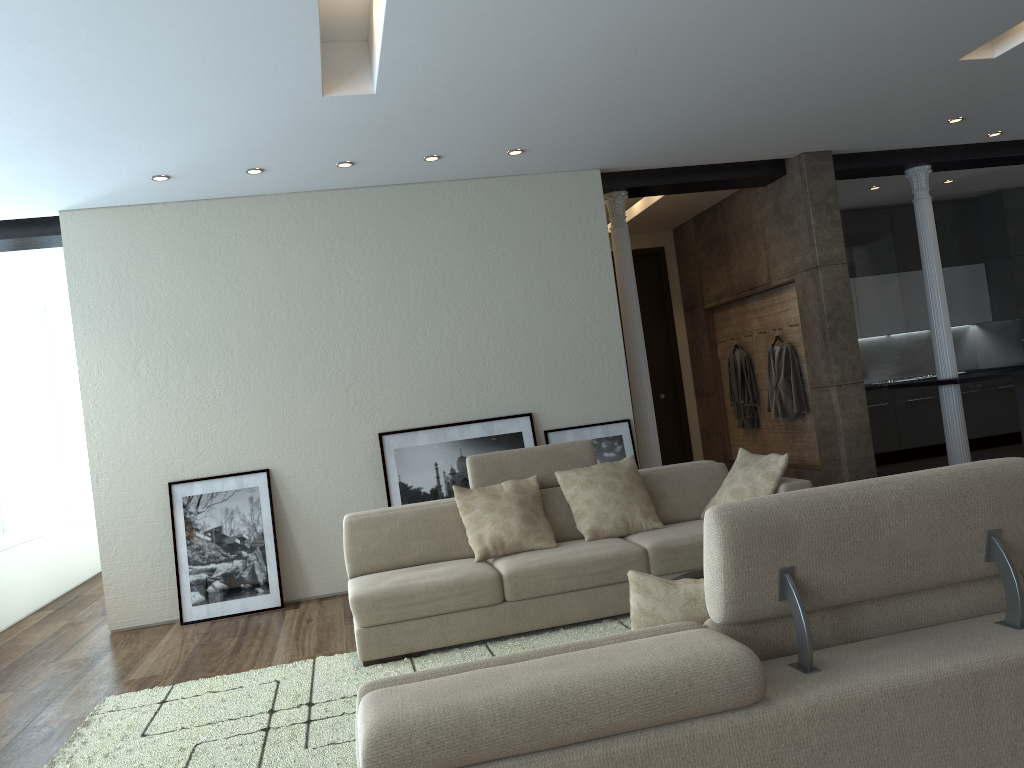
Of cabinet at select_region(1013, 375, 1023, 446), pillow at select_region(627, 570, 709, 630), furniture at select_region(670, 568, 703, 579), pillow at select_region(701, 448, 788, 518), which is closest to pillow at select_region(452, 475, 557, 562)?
pillow at select_region(701, 448, 788, 518)

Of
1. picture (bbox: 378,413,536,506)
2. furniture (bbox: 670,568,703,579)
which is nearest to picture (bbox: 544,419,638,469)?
picture (bbox: 378,413,536,506)

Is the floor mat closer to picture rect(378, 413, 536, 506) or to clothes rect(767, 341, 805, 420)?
picture rect(378, 413, 536, 506)

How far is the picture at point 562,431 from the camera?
6.89m

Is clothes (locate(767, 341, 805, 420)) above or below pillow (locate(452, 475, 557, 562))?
above

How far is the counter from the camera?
7.63m

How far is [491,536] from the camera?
4.9m

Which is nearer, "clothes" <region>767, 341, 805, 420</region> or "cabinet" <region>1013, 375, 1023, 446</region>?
"clothes" <region>767, 341, 805, 420</region>

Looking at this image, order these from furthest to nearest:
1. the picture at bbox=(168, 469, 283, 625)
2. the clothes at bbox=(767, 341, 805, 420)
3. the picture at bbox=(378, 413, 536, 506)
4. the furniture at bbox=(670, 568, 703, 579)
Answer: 1. the clothes at bbox=(767, 341, 805, 420)
2. the picture at bbox=(378, 413, 536, 506)
3. the picture at bbox=(168, 469, 283, 625)
4. the furniture at bbox=(670, 568, 703, 579)

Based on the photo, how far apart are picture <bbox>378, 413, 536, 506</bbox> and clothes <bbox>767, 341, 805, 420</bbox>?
2.7 meters
